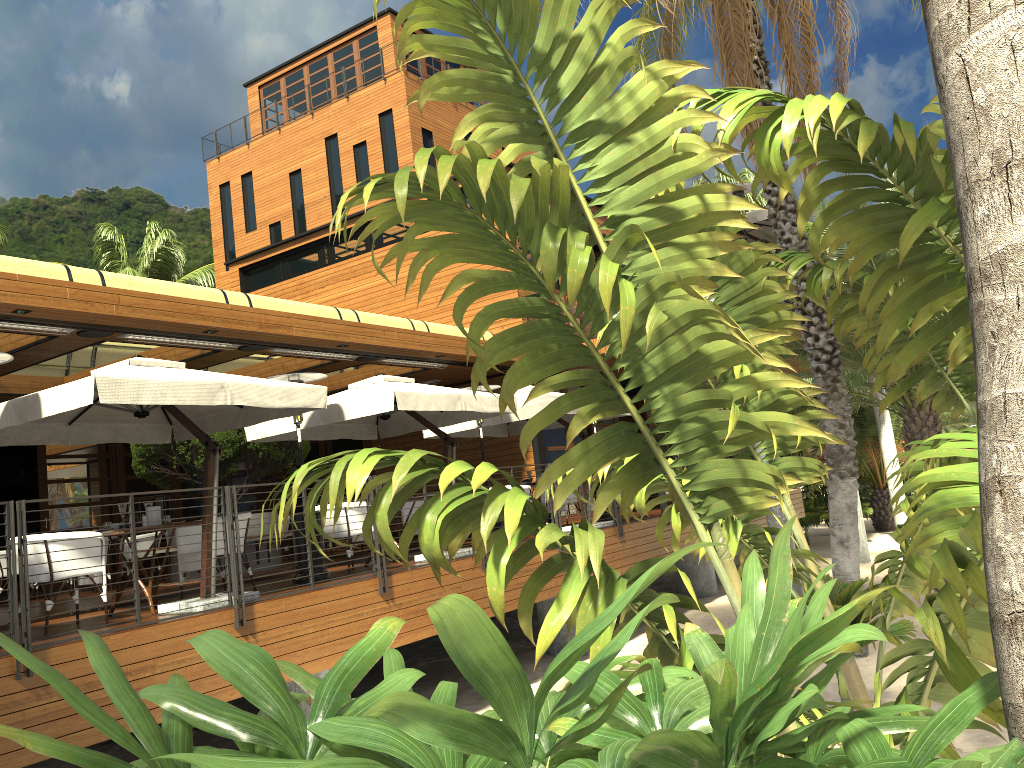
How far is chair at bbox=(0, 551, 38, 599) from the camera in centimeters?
1294cm

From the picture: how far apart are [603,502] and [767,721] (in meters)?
1.21

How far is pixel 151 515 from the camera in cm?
785

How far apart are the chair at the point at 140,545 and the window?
3.1 meters

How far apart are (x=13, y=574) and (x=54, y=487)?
11.4 meters

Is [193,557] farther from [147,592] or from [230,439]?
[230,439]

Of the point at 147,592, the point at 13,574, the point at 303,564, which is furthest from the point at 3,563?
the point at 13,574

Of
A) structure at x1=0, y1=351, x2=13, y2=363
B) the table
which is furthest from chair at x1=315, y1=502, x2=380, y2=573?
structure at x1=0, y1=351, x2=13, y2=363

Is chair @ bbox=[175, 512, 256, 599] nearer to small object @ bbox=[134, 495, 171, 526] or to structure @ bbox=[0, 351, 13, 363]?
small object @ bbox=[134, 495, 171, 526]

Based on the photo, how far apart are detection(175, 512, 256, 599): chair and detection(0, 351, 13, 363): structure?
2.49m
